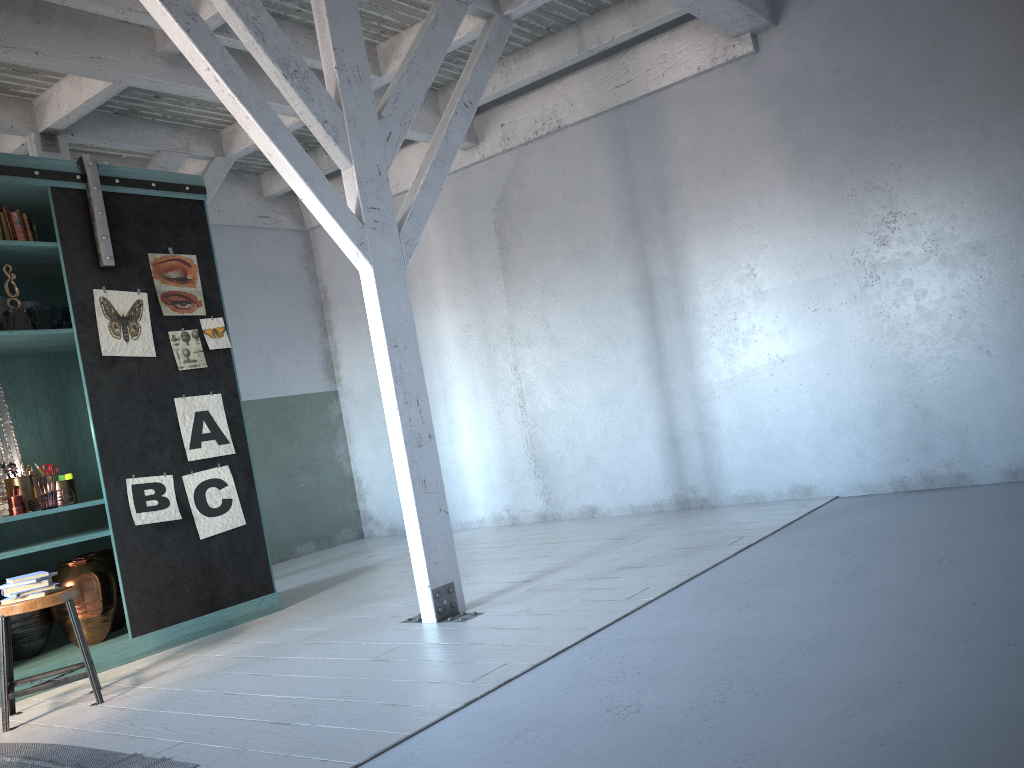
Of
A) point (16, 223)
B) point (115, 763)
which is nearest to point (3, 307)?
point (16, 223)

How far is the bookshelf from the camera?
6.2 meters

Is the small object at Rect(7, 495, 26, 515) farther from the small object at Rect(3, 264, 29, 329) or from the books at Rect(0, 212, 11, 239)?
the books at Rect(0, 212, 11, 239)

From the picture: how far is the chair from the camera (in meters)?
4.93

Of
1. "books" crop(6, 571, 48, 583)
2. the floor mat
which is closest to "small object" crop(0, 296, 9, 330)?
"books" crop(6, 571, 48, 583)

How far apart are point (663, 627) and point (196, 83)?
5.5m

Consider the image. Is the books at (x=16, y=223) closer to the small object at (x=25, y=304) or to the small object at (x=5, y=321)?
the small object at (x=25, y=304)

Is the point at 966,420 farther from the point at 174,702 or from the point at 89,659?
the point at 89,659

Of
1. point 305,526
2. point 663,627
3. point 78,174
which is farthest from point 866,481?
point 305,526

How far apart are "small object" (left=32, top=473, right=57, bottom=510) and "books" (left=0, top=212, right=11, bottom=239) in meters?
1.7
